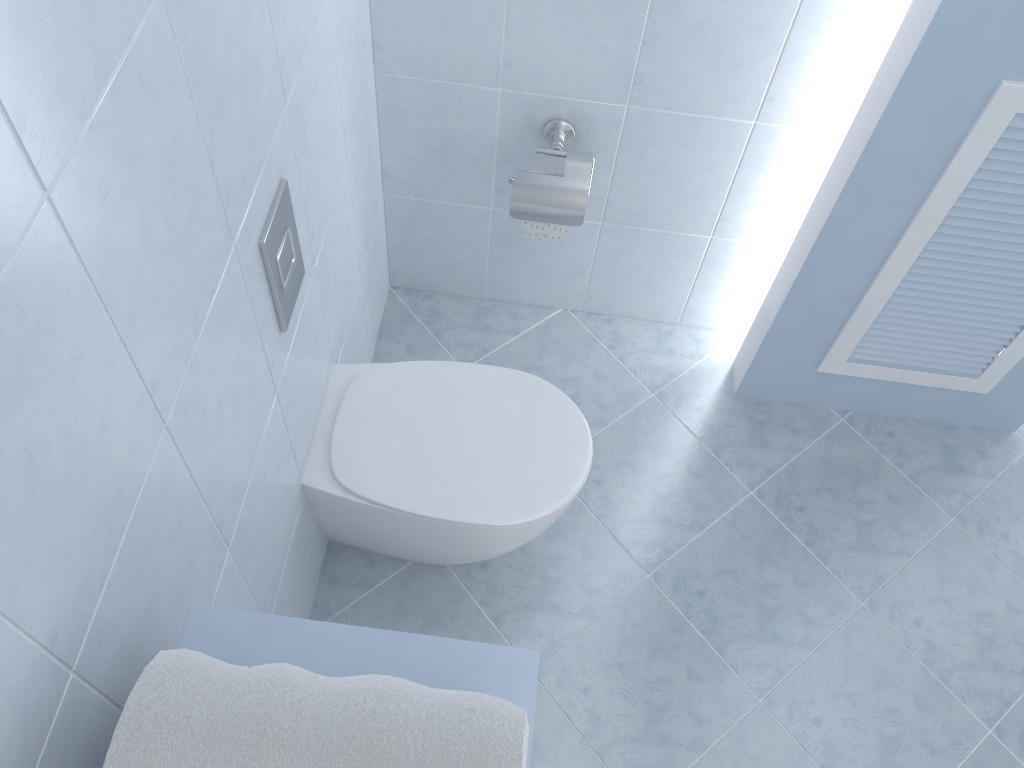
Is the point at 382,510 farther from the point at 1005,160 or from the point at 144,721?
the point at 1005,160

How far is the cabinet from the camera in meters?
0.9

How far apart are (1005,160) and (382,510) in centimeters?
124cm

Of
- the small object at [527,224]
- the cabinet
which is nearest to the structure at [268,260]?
the cabinet

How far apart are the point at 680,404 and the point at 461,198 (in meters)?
0.73

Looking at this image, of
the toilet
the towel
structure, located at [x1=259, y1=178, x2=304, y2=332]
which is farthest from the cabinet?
the toilet

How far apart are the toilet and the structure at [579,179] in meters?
0.3 m

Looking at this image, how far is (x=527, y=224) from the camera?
1.86m

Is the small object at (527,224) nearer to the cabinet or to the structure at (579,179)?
the structure at (579,179)

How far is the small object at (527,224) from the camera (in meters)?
1.86
